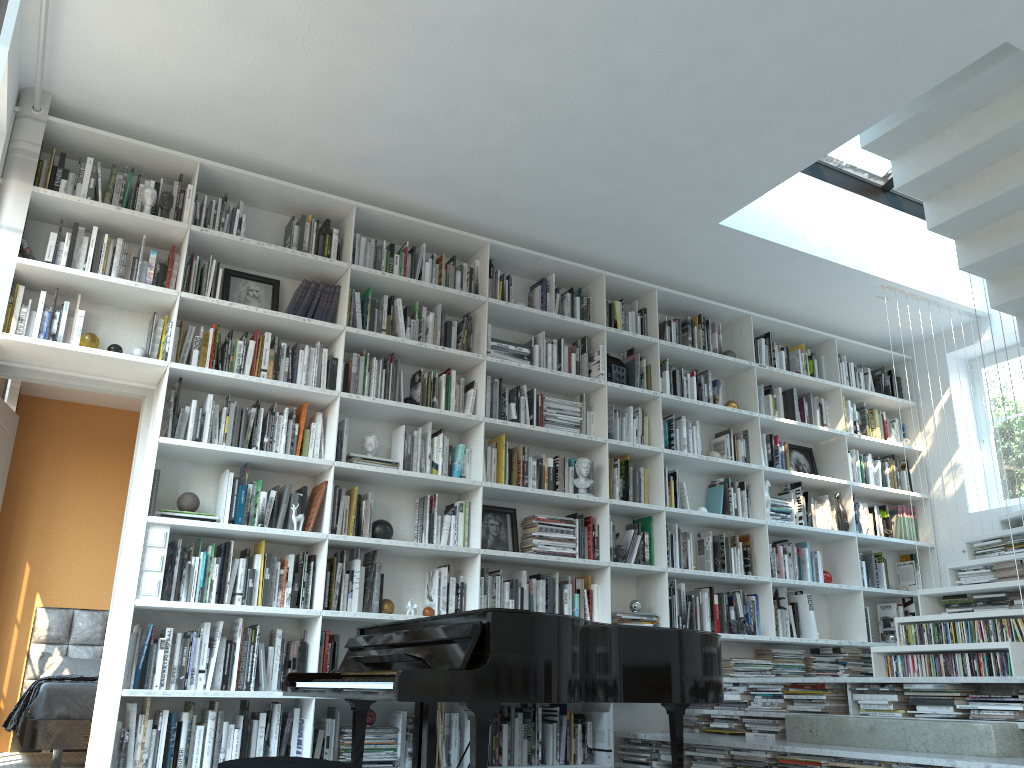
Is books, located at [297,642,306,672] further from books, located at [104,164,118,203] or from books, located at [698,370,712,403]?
books, located at [698,370,712,403]

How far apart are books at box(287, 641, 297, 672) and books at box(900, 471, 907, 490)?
4.8 meters

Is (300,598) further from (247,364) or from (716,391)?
(716,391)

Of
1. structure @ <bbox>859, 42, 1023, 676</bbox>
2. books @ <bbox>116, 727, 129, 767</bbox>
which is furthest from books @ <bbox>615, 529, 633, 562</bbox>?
books @ <bbox>116, 727, 129, 767</bbox>

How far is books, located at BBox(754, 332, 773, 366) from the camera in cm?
647

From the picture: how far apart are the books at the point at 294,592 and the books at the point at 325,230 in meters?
1.9

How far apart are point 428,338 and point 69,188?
1.97m

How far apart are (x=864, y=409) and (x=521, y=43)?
4.15m

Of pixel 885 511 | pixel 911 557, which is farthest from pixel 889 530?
pixel 911 557

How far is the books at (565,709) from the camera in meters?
4.8
